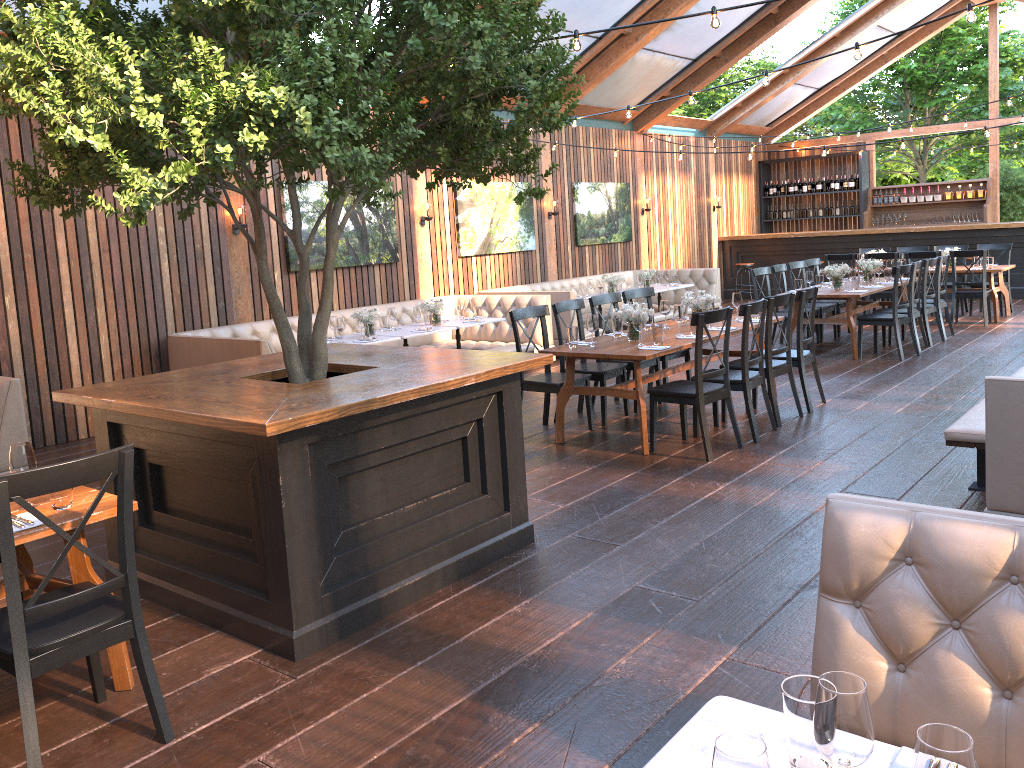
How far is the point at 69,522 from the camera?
3.1m

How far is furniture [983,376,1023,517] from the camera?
3.94m

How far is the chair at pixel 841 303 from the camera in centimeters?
1157cm

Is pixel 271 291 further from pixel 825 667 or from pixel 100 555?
pixel 825 667

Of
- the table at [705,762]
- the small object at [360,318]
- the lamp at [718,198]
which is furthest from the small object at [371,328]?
the lamp at [718,198]

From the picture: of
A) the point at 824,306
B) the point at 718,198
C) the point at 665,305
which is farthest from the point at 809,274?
the point at 718,198

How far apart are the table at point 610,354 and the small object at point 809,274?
2.6m

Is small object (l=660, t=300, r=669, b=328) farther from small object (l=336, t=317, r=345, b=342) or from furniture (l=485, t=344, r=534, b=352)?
small object (l=336, t=317, r=345, b=342)

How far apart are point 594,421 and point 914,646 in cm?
531

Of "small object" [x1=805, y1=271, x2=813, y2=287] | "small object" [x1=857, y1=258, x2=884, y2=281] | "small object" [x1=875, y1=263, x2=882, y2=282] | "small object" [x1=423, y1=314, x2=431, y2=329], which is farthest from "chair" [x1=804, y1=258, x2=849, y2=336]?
"small object" [x1=423, y1=314, x2=431, y2=329]
